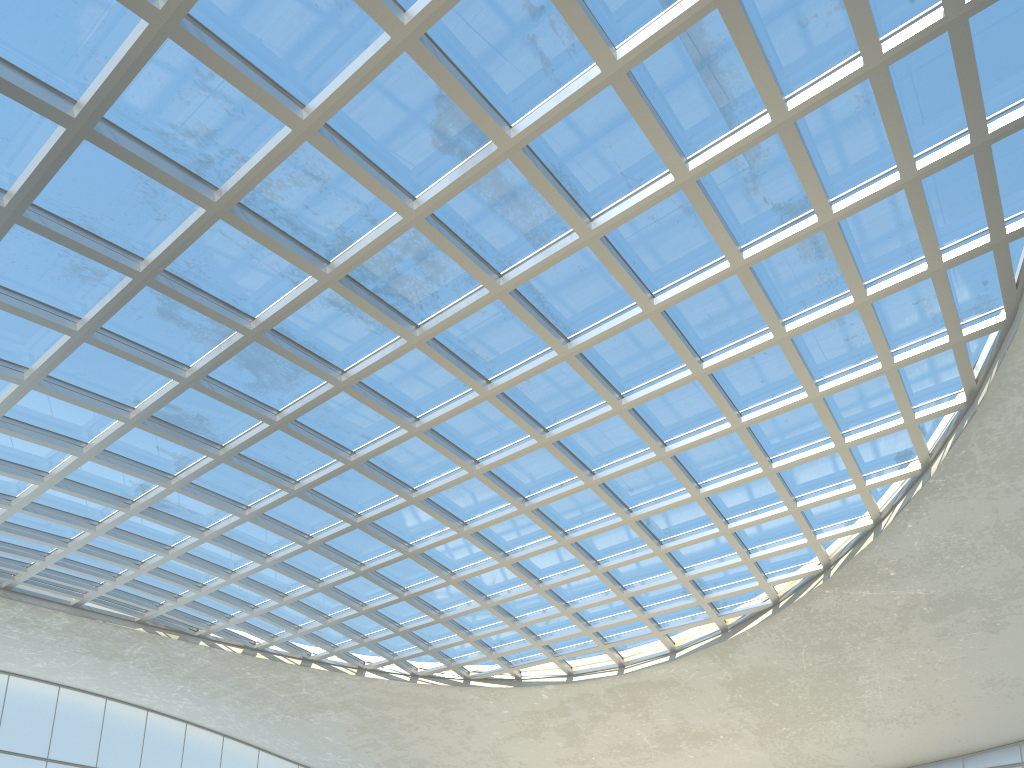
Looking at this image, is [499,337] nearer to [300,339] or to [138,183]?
[300,339]

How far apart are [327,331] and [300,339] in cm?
172
